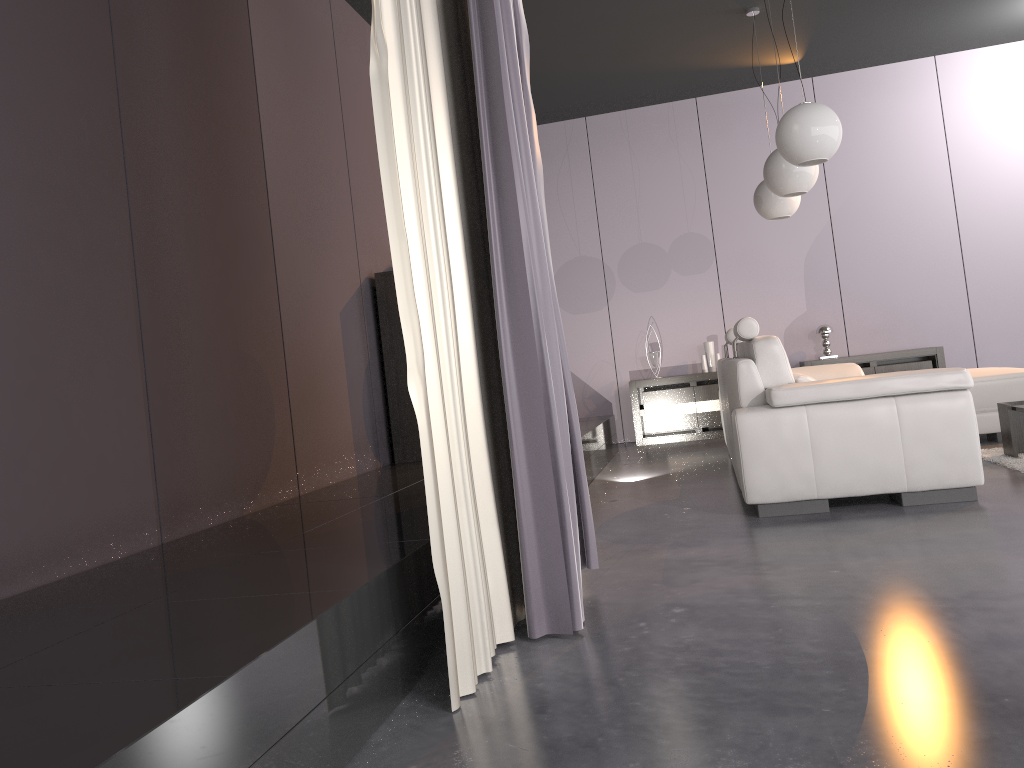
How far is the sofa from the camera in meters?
3.5

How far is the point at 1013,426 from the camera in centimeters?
445cm

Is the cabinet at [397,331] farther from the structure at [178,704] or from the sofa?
the sofa

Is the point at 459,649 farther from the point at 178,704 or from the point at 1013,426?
the point at 1013,426

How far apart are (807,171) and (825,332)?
2.8 meters

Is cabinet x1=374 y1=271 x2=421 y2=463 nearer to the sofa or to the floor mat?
the sofa

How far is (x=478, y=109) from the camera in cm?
235

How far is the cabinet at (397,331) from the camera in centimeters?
493cm

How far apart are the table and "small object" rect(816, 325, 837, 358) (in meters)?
2.87

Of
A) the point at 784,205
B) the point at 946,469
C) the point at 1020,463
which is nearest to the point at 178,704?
the point at 946,469
